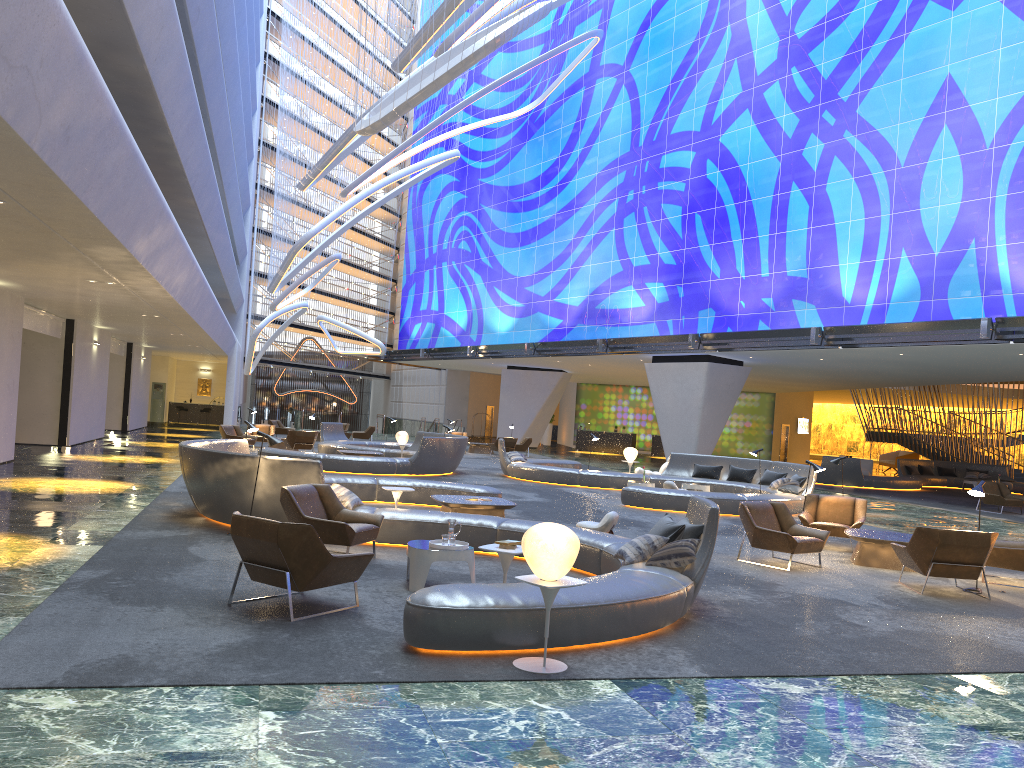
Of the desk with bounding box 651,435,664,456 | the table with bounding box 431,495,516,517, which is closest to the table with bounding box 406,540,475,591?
the table with bounding box 431,495,516,517

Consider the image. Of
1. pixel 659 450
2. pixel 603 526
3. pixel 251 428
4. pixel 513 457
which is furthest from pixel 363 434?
pixel 603 526

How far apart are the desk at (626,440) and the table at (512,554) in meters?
38.1

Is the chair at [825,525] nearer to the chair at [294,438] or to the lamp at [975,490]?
the lamp at [975,490]

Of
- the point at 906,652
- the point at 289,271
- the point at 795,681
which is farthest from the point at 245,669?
the point at 289,271

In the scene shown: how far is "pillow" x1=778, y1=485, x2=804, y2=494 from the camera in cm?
1839

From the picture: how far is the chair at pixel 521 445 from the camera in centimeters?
3535cm

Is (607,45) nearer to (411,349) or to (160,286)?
(411,349)

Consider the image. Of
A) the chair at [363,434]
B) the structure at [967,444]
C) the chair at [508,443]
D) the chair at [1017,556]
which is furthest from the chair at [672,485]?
the structure at [967,444]

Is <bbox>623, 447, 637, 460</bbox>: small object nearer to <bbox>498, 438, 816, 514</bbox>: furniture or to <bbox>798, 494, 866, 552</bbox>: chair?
<bbox>498, 438, 816, 514</bbox>: furniture
